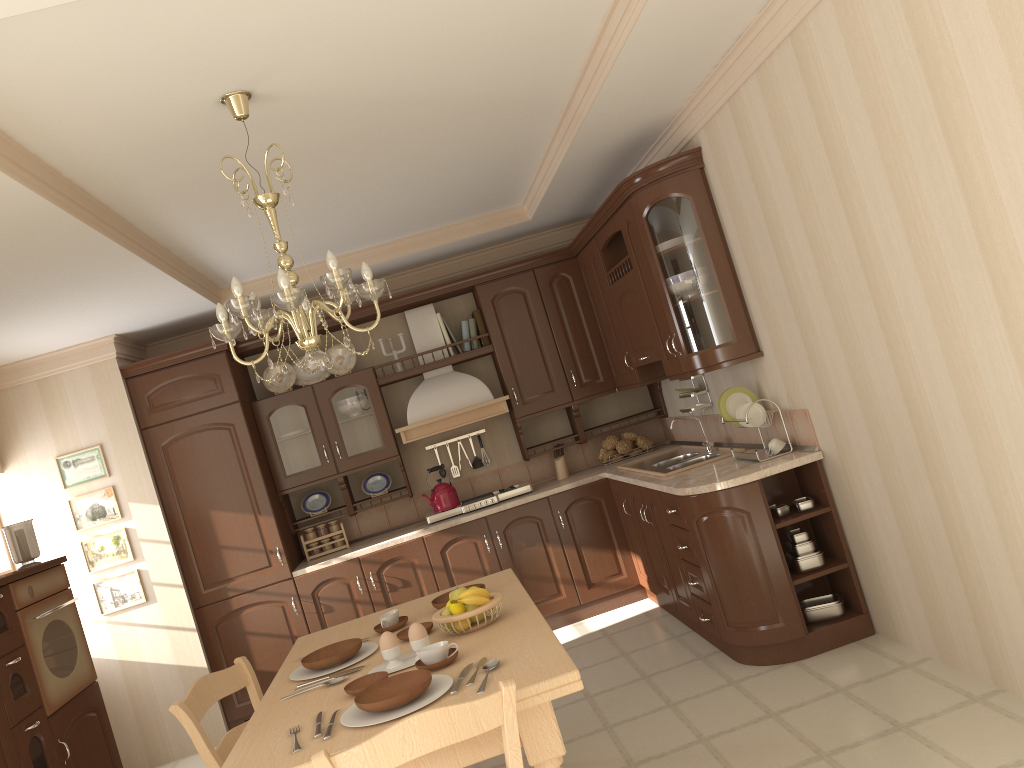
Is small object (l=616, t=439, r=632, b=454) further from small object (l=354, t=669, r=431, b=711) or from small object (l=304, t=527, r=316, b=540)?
small object (l=354, t=669, r=431, b=711)

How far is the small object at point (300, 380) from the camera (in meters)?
5.84

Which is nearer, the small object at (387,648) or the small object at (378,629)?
the small object at (387,648)

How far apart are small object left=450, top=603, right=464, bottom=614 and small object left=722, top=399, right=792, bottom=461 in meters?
1.8 m

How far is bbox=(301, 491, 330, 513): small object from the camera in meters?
5.8

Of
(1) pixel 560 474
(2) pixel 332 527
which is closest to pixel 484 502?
(1) pixel 560 474

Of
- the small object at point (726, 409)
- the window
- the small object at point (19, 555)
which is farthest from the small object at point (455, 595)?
the window

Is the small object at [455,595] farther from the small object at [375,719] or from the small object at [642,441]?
the small object at [642,441]

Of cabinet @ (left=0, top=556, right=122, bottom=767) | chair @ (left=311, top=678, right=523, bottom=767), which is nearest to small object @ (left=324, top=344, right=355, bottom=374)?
cabinet @ (left=0, top=556, right=122, bottom=767)

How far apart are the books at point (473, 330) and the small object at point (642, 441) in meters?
1.3 m
